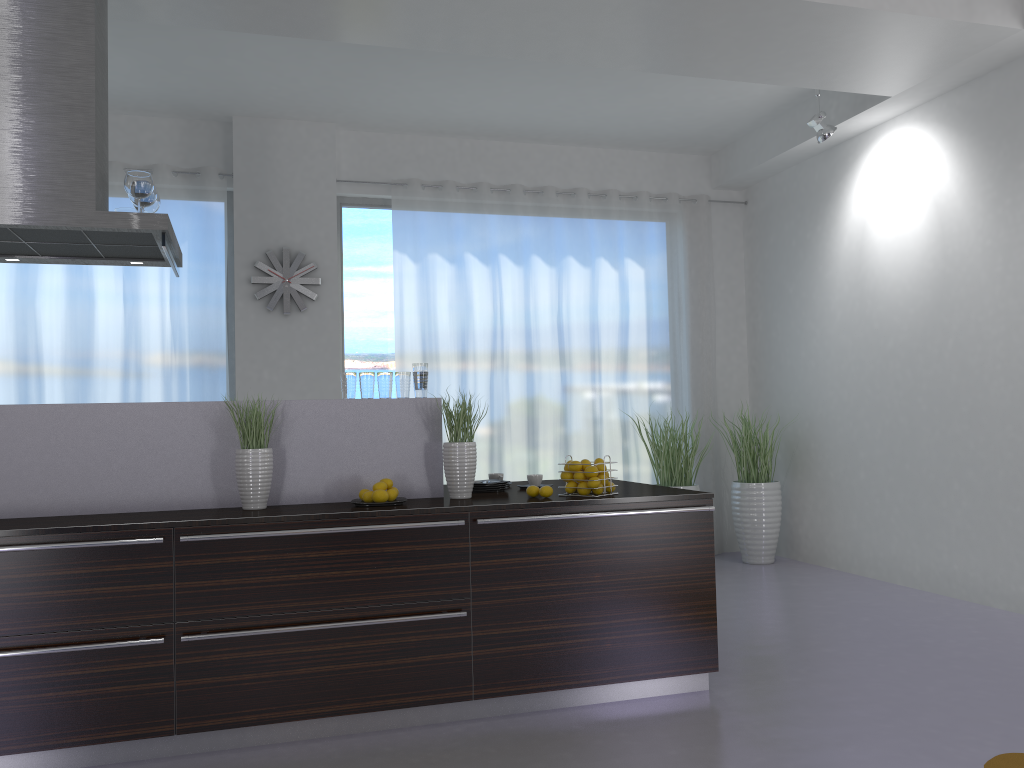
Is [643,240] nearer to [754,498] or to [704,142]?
[704,142]

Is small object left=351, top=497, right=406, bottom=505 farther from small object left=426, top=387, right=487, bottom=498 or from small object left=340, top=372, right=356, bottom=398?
small object left=340, top=372, right=356, bottom=398

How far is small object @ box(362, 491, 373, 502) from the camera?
3.6m

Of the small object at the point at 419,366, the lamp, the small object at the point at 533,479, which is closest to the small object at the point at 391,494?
the small object at the point at 419,366

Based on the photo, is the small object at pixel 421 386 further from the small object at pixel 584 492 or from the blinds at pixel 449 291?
the blinds at pixel 449 291

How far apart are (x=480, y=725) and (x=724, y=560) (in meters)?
4.27

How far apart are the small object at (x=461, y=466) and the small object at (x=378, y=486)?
0.32m

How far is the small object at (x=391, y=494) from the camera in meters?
3.7 m

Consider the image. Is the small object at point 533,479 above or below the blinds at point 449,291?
below

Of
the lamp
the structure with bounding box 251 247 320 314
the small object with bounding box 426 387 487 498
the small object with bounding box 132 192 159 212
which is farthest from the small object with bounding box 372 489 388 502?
the lamp
